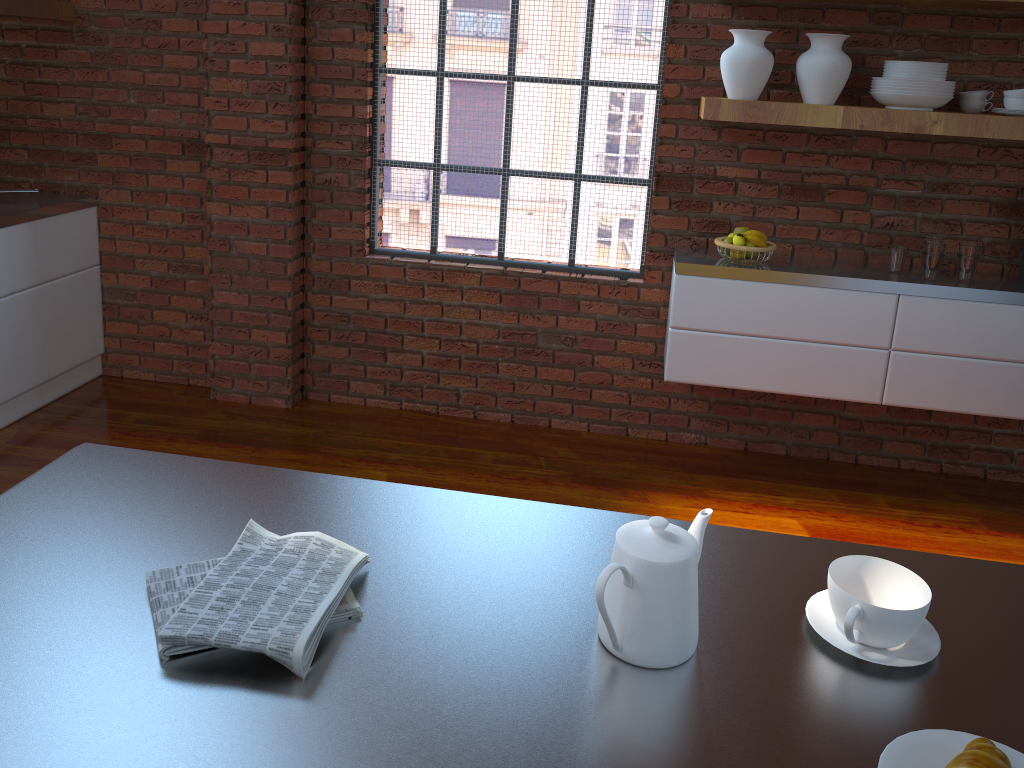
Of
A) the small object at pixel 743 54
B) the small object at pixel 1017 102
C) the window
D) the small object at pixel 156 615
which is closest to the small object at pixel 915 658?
the small object at pixel 156 615

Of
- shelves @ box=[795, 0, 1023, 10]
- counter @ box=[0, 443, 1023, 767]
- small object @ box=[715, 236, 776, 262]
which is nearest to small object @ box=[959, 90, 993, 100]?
shelves @ box=[795, 0, 1023, 10]

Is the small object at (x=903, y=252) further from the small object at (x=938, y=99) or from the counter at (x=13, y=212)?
the counter at (x=13, y=212)

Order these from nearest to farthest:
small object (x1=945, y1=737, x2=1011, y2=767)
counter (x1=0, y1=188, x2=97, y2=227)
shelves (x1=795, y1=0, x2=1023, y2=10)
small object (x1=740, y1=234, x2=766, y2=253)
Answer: small object (x1=945, y1=737, x2=1011, y2=767)
shelves (x1=795, y1=0, x2=1023, y2=10)
small object (x1=740, y1=234, x2=766, y2=253)
counter (x1=0, y1=188, x2=97, y2=227)

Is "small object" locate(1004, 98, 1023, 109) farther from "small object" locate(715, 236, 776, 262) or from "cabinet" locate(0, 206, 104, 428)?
"cabinet" locate(0, 206, 104, 428)

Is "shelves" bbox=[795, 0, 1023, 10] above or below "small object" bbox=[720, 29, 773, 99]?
above

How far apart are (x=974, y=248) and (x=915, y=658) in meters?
2.6 m

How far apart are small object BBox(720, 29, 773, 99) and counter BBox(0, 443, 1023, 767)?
2.2 meters

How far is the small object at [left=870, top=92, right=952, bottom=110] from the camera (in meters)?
2.99

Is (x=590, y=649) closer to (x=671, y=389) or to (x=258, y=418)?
(x=671, y=389)
